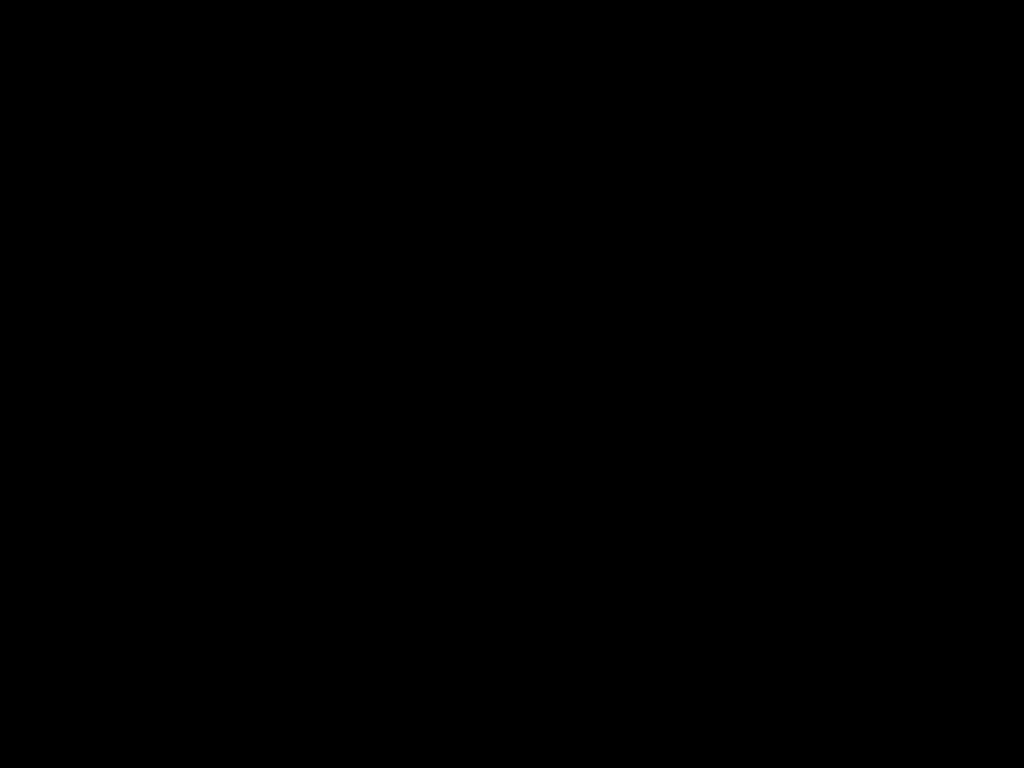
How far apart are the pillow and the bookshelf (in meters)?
0.05

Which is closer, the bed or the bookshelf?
the bed

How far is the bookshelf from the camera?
2.4m

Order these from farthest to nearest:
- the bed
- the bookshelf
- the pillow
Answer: the pillow → the bookshelf → the bed

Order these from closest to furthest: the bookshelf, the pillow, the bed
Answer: the bed → the bookshelf → the pillow

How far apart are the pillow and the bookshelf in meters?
0.0 m

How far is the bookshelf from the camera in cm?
245

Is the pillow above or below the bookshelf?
above

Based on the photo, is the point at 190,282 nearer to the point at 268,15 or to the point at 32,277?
the point at 32,277

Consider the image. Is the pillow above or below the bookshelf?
above
